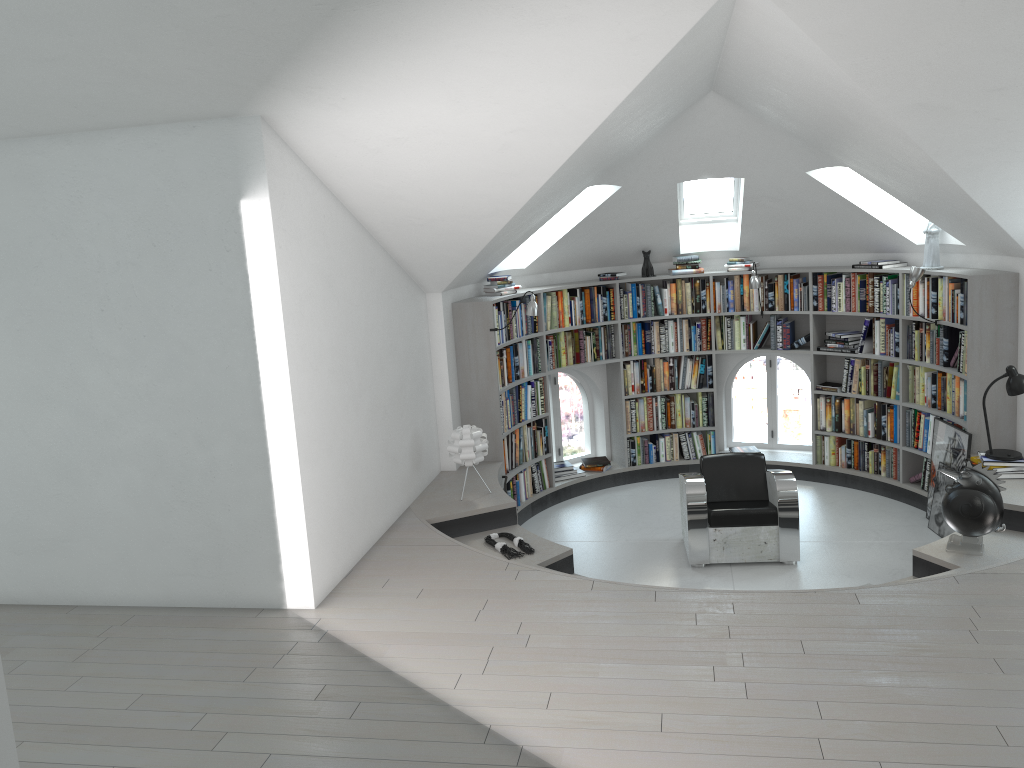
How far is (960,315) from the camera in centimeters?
684cm

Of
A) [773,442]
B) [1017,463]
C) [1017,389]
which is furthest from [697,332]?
[1017,463]

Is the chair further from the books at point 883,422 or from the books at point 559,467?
the books at point 559,467

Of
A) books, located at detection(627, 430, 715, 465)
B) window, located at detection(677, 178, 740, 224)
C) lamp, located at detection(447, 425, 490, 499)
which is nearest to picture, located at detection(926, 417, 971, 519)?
books, located at detection(627, 430, 715, 465)

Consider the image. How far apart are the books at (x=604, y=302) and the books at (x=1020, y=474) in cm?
357

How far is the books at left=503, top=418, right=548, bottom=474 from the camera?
7.89m

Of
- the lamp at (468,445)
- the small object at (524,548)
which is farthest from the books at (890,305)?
the small object at (524,548)

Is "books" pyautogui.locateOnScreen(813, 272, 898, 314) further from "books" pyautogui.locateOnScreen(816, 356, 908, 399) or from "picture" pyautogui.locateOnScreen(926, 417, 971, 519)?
"picture" pyautogui.locateOnScreen(926, 417, 971, 519)

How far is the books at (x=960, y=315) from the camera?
6.8m

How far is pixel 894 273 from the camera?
7.9m
